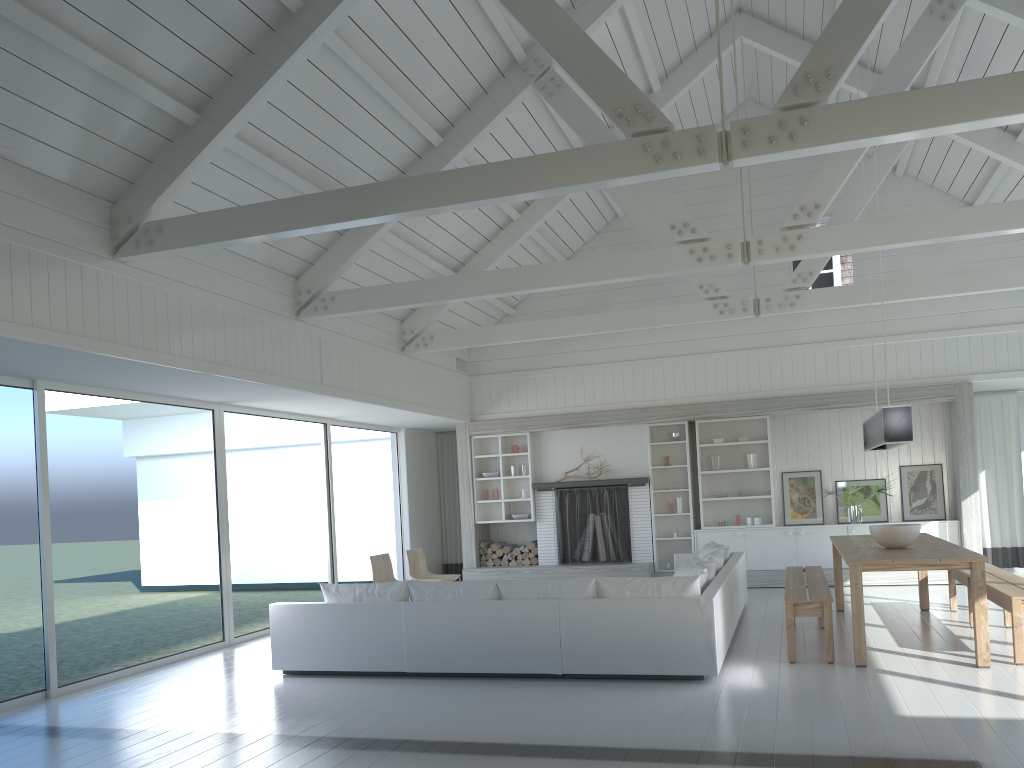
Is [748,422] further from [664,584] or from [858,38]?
[858,38]

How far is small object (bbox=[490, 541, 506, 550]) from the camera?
12.34m

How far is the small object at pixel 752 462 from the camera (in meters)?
11.49

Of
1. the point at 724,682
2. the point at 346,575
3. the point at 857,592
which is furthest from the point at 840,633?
the point at 346,575

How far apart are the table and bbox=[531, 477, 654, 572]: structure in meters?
3.2

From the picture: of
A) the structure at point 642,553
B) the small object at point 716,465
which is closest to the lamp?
the small object at point 716,465

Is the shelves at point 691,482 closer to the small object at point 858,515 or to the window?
the small object at point 858,515

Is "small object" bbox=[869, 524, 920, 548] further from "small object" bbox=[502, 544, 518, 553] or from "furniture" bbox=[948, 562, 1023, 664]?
"small object" bbox=[502, 544, 518, 553]

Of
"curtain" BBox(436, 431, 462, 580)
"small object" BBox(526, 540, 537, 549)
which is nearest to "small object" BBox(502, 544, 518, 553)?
"small object" BBox(526, 540, 537, 549)

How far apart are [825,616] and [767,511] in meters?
5.5 m
